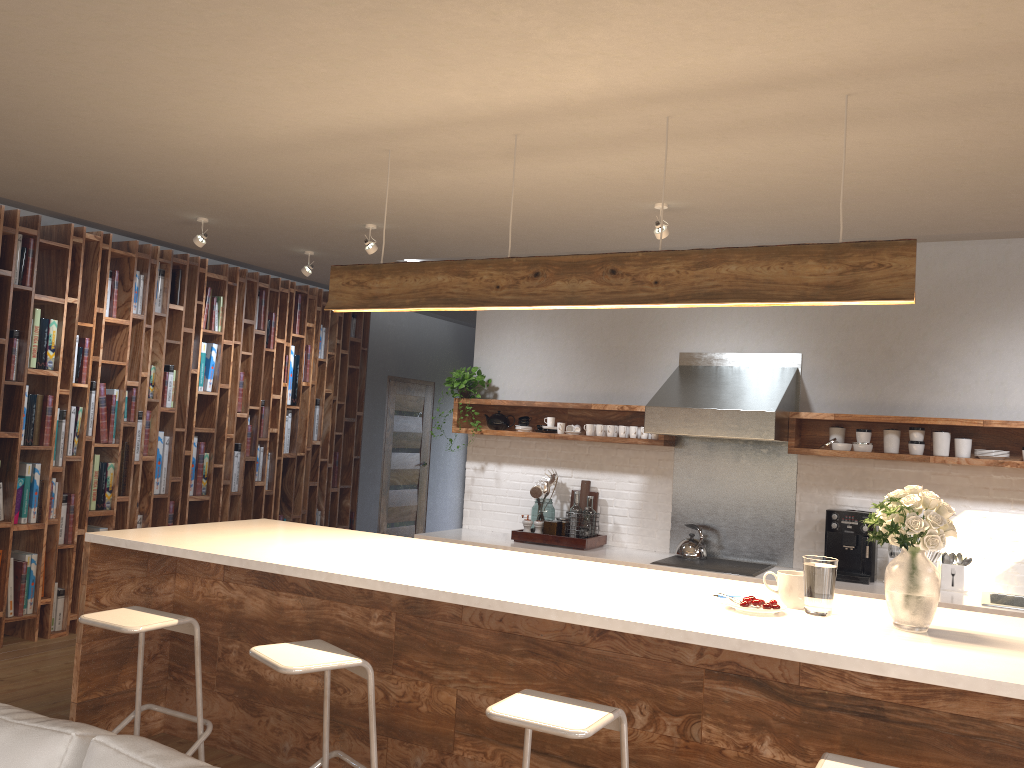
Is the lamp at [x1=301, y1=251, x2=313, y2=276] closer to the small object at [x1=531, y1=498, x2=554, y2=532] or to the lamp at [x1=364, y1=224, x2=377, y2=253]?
the lamp at [x1=364, y1=224, x2=377, y2=253]

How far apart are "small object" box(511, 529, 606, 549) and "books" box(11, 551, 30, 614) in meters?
3.1

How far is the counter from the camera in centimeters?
459cm

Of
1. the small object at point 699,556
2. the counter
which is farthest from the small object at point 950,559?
the small object at point 699,556

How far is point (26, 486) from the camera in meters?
5.6 m

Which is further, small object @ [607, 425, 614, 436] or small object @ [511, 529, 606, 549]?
small object @ [607, 425, 614, 436]

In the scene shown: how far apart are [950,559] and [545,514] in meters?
2.5

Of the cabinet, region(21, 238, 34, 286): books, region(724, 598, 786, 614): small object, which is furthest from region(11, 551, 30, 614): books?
region(724, 598, 786, 614): small object

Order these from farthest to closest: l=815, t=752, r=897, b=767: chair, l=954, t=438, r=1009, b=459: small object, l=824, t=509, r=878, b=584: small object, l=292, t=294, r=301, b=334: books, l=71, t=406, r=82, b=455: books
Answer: l=292, t=294, r=301, b=334: books → l=71, t=406, r=82, b=455: books → l=824, t=509, r=878, b=584: small object → l=954, t=438, r=1009, b=459: small object → l=815, t=752, r=897, b=767: chair

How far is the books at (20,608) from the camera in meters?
5.6 m
